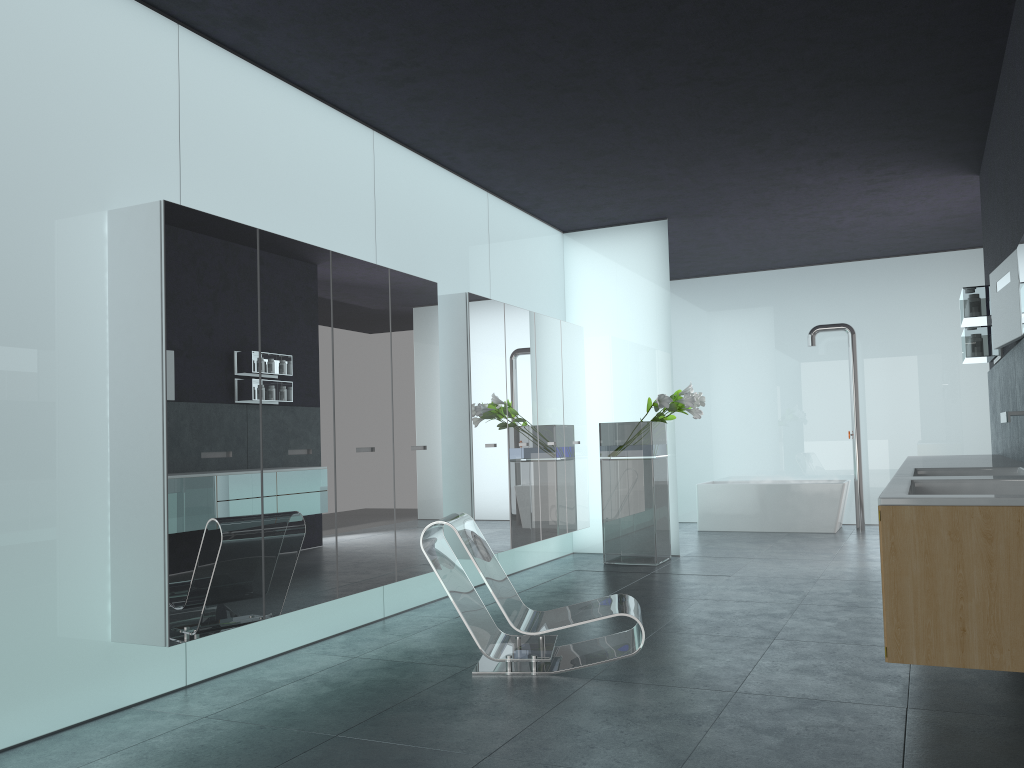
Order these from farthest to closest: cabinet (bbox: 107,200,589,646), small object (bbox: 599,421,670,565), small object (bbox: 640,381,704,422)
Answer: small object (bbox: 599,421,670,565) < small object (bbox: 640,381,704,422) < cabinet (bbox: 107,200,589,646)

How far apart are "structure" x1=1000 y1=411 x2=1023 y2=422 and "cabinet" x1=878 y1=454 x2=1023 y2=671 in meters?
0.5 m

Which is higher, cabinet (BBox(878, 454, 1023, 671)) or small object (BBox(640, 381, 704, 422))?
small object (BBox(640, 381, 704, 422))

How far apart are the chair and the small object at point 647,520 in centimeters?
373cm

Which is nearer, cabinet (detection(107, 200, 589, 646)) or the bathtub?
cabinet (detection(107, 200, 589, 646))

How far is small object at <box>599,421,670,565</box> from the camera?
9.1 meters

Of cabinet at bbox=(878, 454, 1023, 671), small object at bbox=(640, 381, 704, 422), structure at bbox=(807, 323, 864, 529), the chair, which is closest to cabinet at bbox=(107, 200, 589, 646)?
the chair

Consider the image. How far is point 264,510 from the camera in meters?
5.0

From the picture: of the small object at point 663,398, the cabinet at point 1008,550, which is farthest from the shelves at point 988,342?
the small object at point 663,398

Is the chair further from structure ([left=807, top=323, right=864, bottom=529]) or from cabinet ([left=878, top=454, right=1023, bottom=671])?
structure ([left=807, top=323, right=864, bottom=529])
